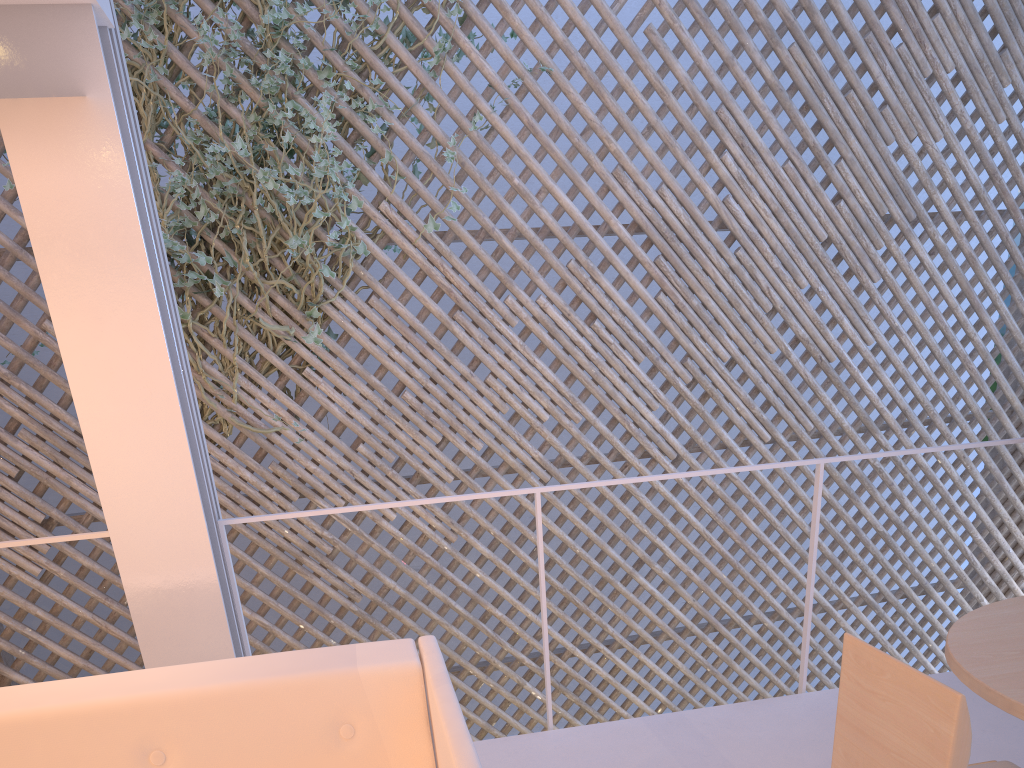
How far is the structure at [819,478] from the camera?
1.7 meters

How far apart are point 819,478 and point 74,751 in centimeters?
134cm

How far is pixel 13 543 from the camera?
1.38m

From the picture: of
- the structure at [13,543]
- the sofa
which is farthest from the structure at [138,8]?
the sofa

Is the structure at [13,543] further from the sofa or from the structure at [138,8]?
the structure at [138,8]

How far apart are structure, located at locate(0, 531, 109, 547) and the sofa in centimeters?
37cm

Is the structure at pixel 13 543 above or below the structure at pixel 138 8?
below

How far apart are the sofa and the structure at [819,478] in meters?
0.4

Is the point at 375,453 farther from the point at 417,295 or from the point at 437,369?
the point at 417,295

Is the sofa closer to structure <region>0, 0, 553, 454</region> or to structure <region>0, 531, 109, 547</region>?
structure <region>0, 531, 109, 547</region>
